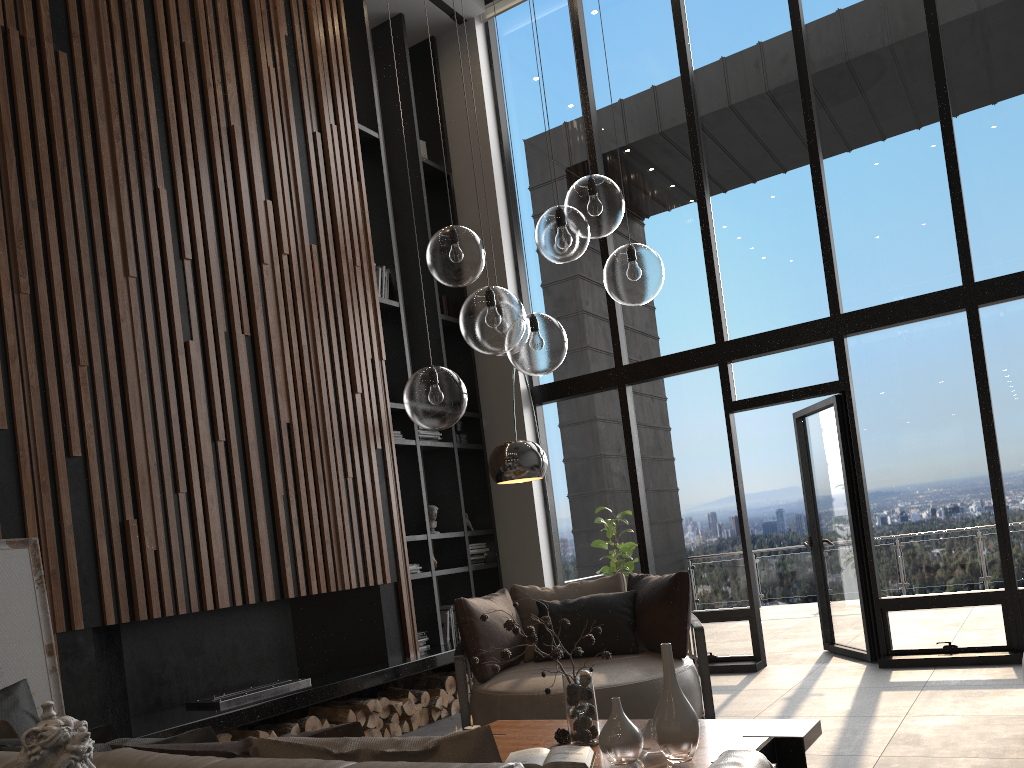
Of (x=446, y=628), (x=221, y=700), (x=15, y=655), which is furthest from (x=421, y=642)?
(x=15, y=655)

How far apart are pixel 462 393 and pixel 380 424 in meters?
3.2

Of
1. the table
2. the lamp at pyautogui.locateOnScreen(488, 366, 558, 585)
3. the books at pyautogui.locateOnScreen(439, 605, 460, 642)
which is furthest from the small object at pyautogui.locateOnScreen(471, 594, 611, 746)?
the books at pyautogui.locateOnScreen(439, 605, 460, 642)

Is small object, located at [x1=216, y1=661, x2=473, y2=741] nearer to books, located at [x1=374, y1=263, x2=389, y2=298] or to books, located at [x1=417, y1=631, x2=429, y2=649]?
books, located at [x1=417, y1=631, x2=429, y2=649]

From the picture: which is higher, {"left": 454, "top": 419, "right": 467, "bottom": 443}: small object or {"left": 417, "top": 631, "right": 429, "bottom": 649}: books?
{"left": 454, "top": 419, "right": 467, "bottom": 443}: small object

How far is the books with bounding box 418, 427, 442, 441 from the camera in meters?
7.1 m

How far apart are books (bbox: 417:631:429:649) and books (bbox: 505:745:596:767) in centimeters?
357cm

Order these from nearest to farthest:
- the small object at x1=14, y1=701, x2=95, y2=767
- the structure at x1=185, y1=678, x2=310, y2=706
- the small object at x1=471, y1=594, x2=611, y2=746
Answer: the small object at x1=14, y1=701, x2=95, y2=767 → the small object at x1=471, y1=594, x2=611, y2=746 → the structure at x1=185, y1=678, x2=310, y2=706

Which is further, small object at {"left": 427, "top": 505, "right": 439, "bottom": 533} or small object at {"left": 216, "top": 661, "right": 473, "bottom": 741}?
small object at {"left": 427, "top": 505, "right": 439, "bottom": 533}

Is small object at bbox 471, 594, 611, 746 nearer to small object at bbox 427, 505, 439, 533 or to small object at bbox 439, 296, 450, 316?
small object at bbox 427, 505, 439, 533
